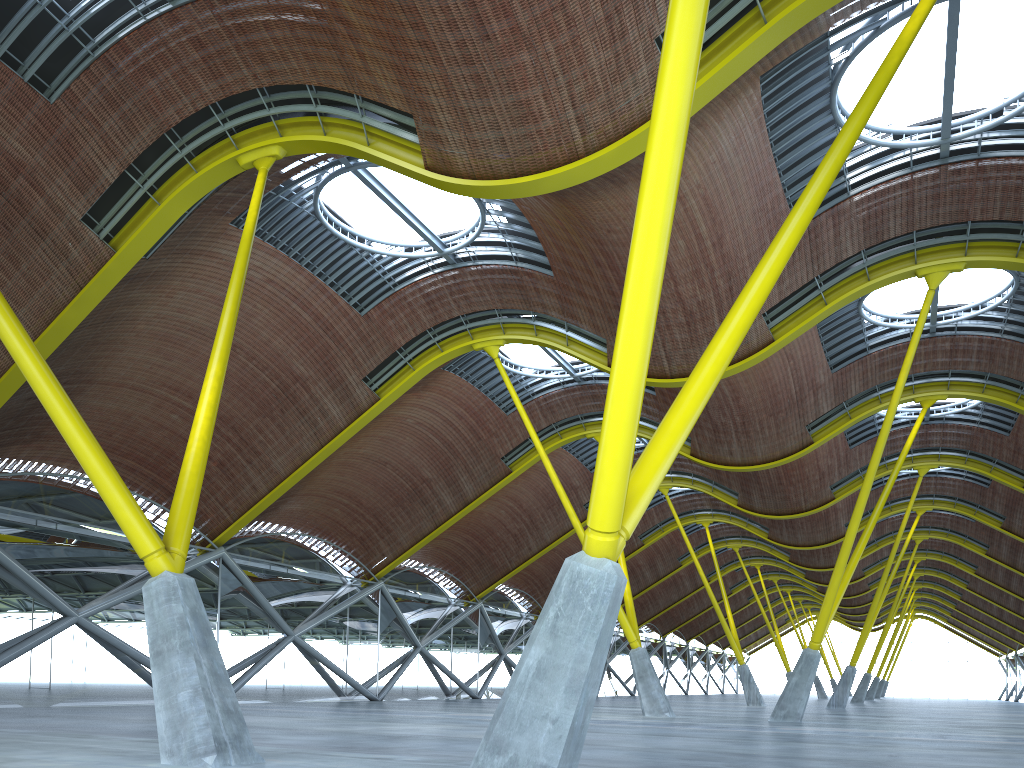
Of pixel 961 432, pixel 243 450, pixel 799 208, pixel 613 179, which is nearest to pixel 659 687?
pixel 243 450
